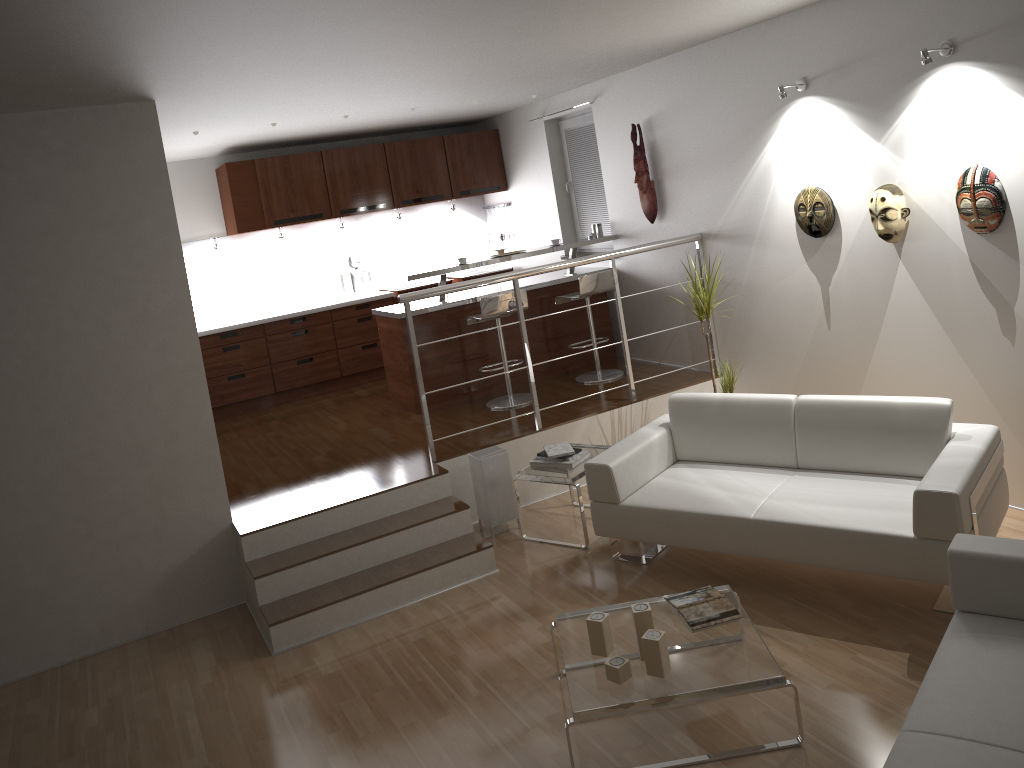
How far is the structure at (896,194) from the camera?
4.65m

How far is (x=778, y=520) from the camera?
4.02m

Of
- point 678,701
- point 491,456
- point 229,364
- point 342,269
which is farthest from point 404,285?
point 678,701

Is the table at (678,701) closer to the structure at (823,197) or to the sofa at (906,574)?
the sofa at (906,574)

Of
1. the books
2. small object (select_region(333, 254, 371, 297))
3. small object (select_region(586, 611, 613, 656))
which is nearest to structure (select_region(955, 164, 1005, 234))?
the books

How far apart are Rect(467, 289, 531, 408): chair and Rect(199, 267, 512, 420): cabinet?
1.9 meters

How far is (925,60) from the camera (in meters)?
4.15

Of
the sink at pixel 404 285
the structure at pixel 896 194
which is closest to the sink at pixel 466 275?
the sink at pixel 404 285

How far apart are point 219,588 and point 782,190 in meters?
4.1 m

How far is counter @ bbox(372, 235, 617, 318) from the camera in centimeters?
668cm
